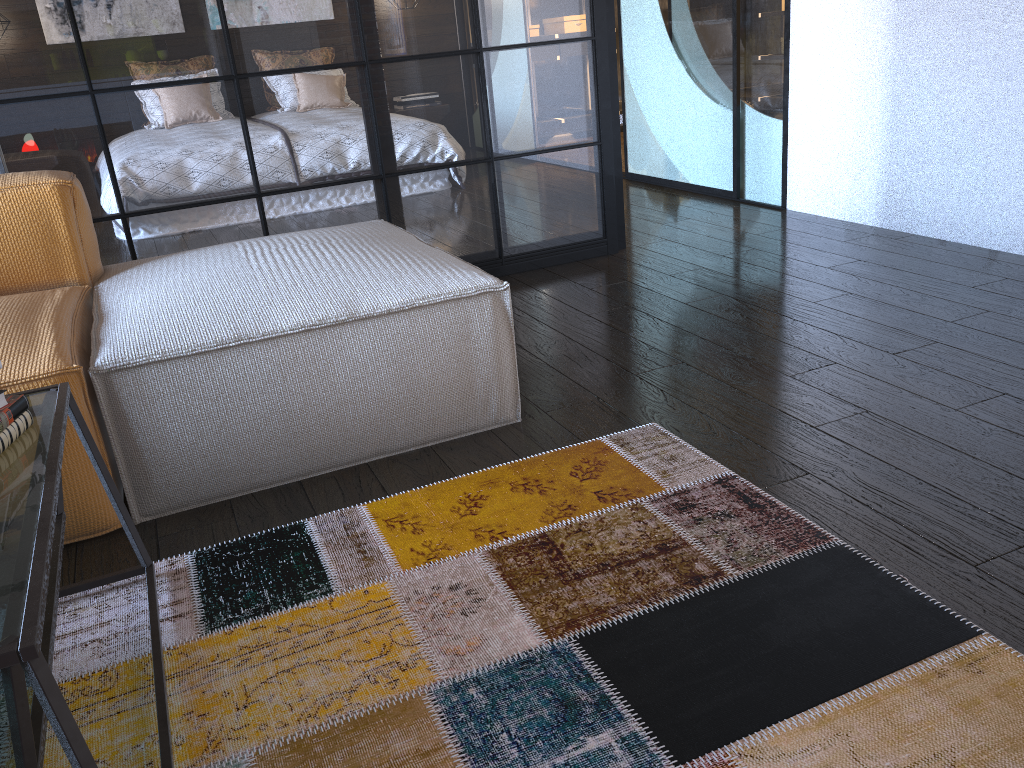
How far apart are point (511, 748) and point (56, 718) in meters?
0.6 m

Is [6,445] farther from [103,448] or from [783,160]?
[783,160]

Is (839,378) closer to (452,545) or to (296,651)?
(452,545)

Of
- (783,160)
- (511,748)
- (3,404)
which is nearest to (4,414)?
(3,404)

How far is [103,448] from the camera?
1.7 meters

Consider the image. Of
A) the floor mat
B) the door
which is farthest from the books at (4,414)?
the door

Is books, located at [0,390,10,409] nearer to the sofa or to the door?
the sofa

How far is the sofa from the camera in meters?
1.7 m

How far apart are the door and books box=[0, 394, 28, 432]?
3.5m

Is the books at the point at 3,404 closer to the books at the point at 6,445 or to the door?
the books at the point at 6,445
